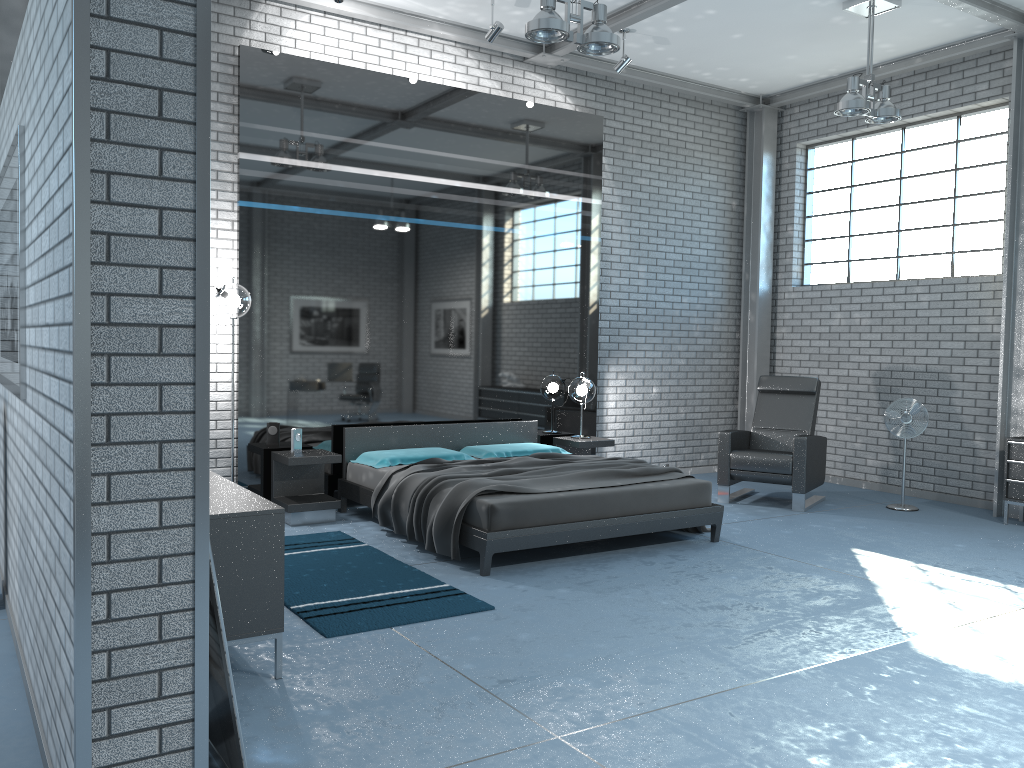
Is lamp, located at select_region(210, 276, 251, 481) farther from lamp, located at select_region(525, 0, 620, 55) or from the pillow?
lamp, located at select_region(525, 0, 620, 55)

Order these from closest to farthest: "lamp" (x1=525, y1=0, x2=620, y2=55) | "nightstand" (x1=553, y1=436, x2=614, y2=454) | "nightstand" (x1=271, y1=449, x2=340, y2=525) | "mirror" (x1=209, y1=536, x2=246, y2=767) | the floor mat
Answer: "mirror" (x1=209, y1=536, x2=246, y2=767)
the floor mat
"lamp" (x1=525, y1=0, x2=620, y2=55)
"nightstand" (x1=271, y1=449, x2=340, y2=525)
"nightstand" (x1=553, y1=436, x2=614, y2=454)

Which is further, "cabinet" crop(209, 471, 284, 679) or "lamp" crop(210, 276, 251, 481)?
"lamp" crop(210, 276, 251, 481)

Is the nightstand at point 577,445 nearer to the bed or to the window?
the bed

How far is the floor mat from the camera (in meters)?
4.29

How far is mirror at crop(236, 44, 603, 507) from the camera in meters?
6.7

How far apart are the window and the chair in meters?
1.5 m

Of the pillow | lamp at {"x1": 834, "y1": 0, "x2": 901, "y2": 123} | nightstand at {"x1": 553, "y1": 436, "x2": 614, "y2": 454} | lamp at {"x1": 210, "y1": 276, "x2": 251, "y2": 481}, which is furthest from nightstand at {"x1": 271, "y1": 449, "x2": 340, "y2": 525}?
lamp at {"x1": 834, "y1": 0, "x2": 901, "y2": 123}

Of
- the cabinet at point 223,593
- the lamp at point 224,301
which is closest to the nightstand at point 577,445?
the lamp at point 224,301

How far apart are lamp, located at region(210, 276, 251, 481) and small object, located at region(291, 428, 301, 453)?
0.96m
